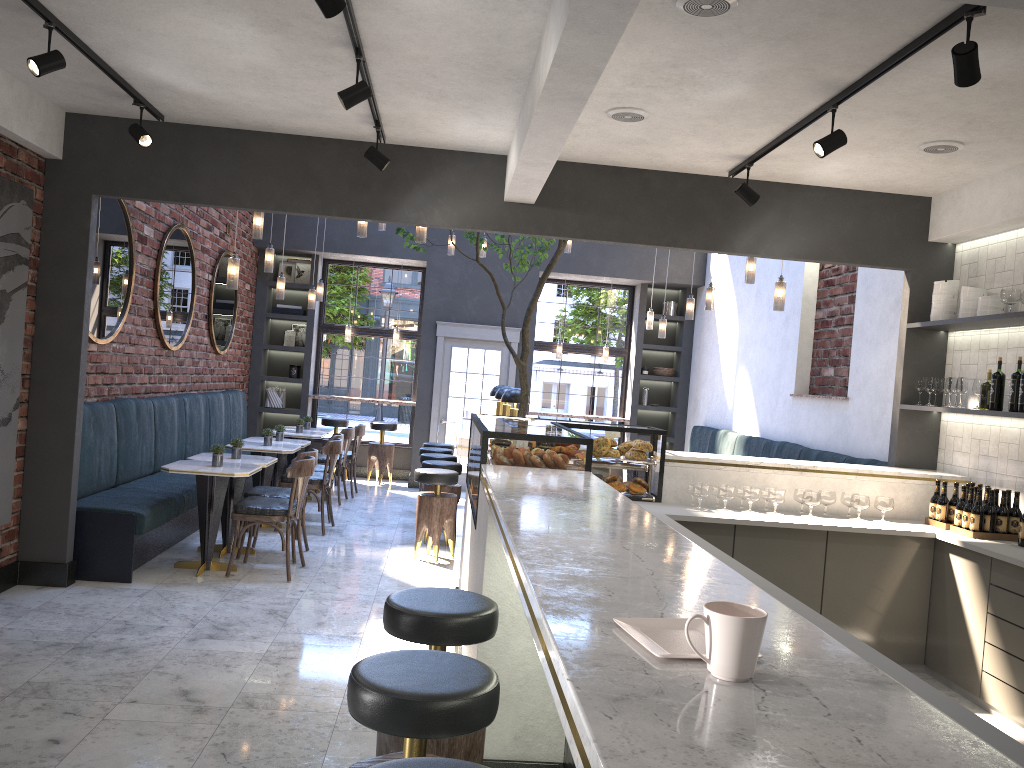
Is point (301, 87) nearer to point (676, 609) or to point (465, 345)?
point (676, 609)

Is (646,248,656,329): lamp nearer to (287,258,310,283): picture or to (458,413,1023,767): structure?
(287,258,310,283): picture

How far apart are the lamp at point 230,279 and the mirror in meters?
1.1 m

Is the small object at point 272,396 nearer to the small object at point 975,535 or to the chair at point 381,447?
the chair at point 381,447

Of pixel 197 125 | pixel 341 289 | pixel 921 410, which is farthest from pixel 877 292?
pixel 341 289

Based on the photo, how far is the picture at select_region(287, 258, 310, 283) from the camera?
12.3m

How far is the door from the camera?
11.69m

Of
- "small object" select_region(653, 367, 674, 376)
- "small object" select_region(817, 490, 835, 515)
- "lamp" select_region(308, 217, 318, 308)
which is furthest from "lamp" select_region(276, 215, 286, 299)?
"small object" select_region(653, 367, 674, 376)

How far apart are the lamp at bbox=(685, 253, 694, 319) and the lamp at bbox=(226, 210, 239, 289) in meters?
4.7 m

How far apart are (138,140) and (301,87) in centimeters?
111cm
